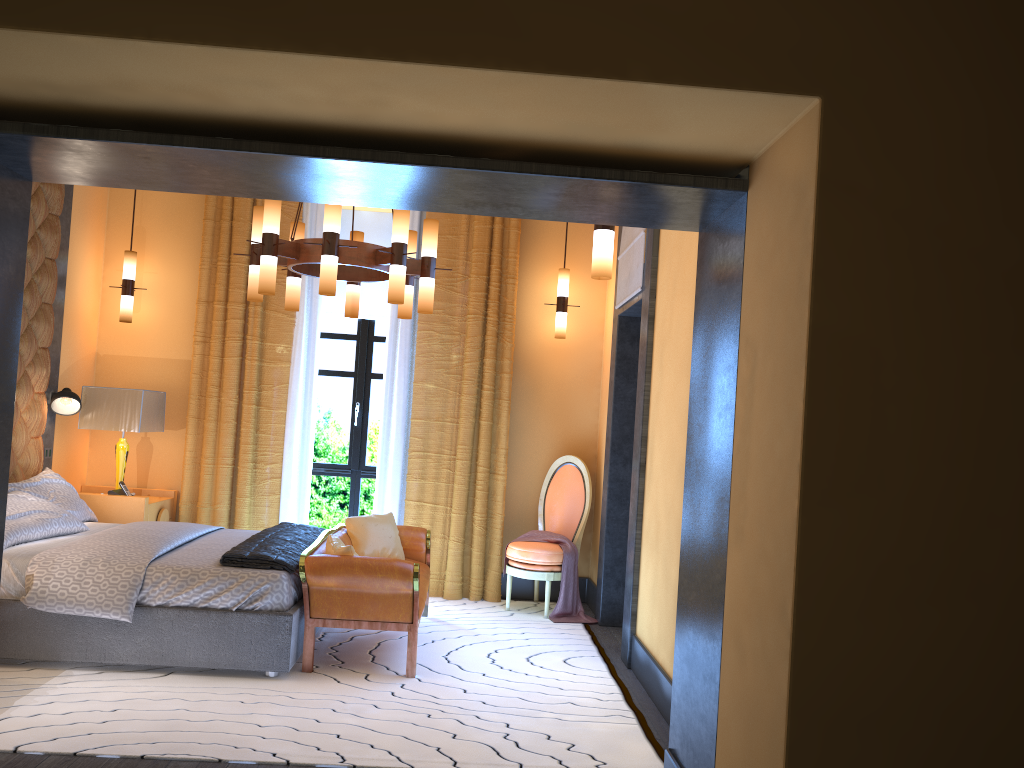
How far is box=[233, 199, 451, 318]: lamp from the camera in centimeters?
453cm

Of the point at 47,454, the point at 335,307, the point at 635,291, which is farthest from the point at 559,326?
the point at 47,454

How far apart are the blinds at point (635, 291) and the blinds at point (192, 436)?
0.99m

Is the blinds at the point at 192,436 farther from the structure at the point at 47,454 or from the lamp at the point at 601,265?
the lamp at the point at 601,265

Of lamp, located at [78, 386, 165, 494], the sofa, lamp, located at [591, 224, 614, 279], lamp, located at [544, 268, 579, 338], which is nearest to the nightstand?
lamp, located at [78, 386, 165, 494]

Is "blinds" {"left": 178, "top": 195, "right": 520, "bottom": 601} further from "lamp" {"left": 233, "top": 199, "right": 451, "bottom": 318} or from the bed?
"lamp" {"left": 233, "top": 199, "right": 451, "bottom": 318}

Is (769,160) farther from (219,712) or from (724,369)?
(219,712)

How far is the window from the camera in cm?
709

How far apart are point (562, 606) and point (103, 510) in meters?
3.2

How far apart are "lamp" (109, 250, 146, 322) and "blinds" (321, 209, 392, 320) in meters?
1.4 m
